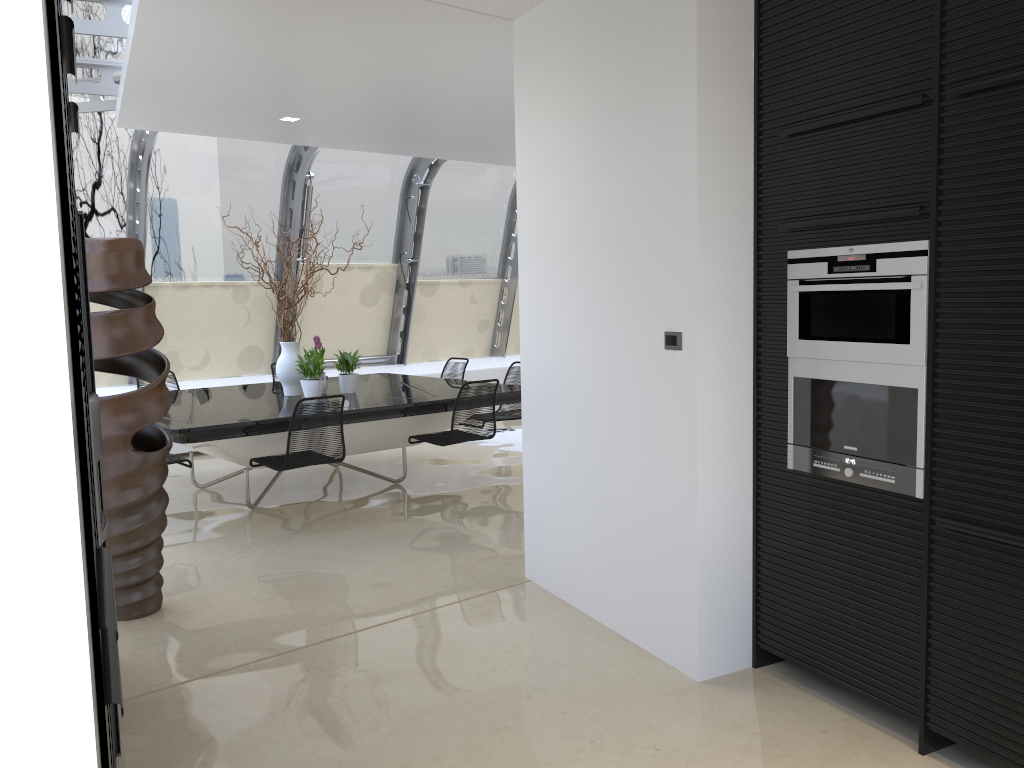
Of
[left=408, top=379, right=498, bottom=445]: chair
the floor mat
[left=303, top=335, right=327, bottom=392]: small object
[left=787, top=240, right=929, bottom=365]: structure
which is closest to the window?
the floor mat

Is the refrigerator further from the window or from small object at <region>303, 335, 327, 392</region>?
small object at <region>303, 335, 327, 392</region>

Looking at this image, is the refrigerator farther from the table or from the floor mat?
the floor mat

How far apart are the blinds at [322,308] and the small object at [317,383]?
3.1 meters

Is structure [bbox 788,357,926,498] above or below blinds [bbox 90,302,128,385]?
above

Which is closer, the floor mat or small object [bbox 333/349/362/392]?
small object [bbox 333/349/362/392]

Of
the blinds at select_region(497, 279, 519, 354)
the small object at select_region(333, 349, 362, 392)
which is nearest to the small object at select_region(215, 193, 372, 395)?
the small object at select_region(333, 349, 362, 392)

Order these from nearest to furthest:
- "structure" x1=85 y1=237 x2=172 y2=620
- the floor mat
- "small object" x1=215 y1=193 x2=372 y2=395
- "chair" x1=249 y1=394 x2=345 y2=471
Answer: "structure" x1=85 y1=237 x2=172 y2=620
"chair" x1=249 y1=394 x2=345 y2=471
"small object" x1=215 y1=193 x2=372 y2=395
the floor mat

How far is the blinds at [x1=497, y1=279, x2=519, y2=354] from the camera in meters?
11.9

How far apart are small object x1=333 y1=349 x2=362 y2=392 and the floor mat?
2.1 meters
